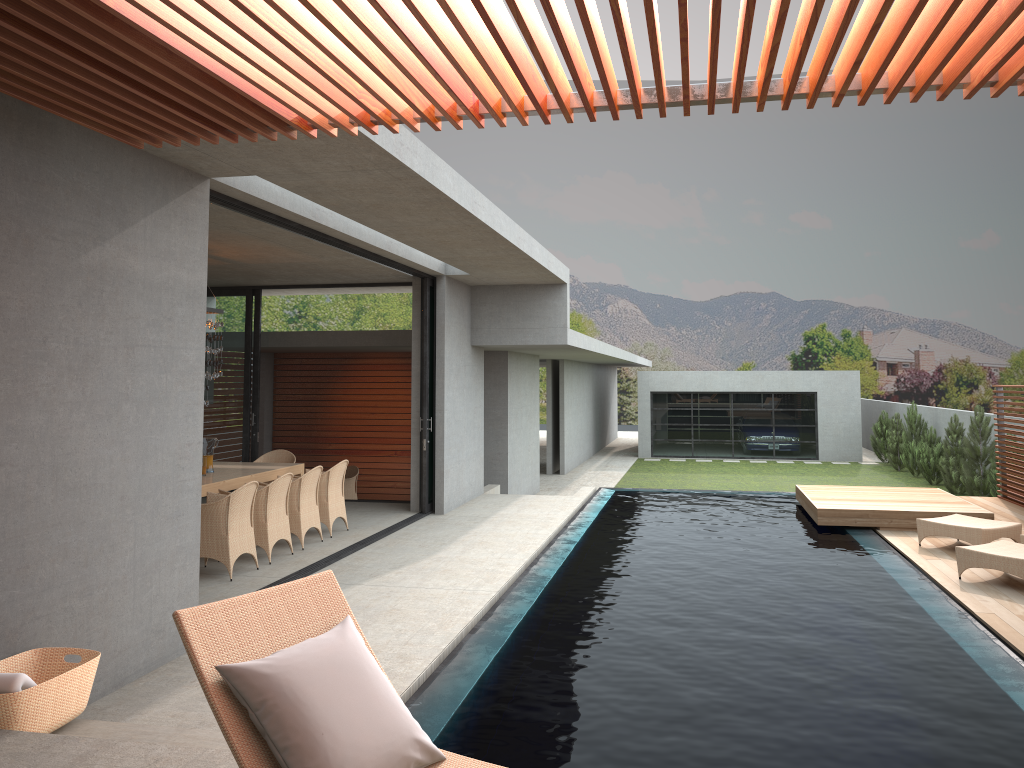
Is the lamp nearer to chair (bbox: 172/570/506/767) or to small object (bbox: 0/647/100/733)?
small object (bbox: 0/647/100/733)

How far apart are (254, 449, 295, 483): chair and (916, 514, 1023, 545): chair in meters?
7.8

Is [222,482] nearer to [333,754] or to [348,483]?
[348,483]

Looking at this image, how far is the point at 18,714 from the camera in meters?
4.0

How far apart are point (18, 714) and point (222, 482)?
5.3 meters

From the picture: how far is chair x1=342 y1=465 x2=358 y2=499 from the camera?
15.5 meters

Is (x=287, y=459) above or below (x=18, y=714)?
above

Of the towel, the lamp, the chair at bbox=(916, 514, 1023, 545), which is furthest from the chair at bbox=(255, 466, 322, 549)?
the chair at bbox=(916, 514, 1023, 545)

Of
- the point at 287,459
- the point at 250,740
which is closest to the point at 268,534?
the point at 287,459

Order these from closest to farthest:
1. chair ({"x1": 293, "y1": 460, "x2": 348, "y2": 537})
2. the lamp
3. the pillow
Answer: the pillow
the lamp
chair ({"x1": 293, "y1": 460, "x2": 348, "y2": 537})
